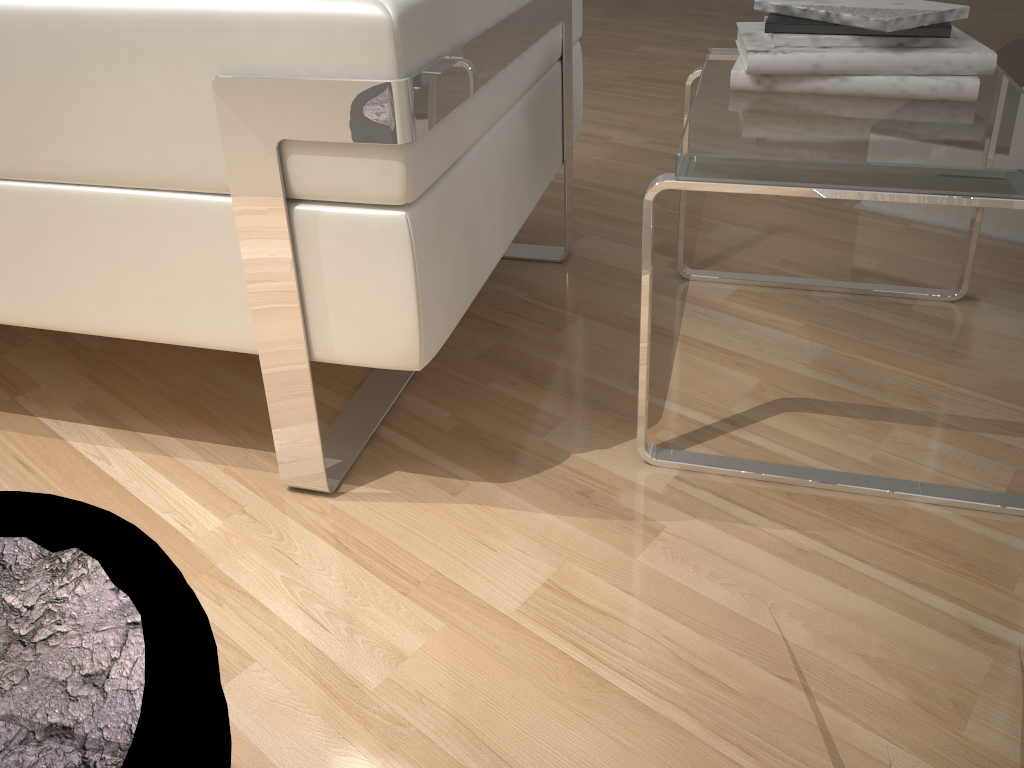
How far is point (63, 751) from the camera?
0.4 meters

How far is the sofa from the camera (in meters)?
0.80

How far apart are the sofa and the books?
0.3m

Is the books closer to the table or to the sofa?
the table

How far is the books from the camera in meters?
1.1 m

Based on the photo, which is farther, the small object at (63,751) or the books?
the books

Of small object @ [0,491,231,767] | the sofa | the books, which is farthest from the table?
small object @ [0,491,231,767]

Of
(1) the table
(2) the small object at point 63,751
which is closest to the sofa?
(1) the table

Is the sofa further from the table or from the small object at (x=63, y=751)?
the small object at (x=63, y=751)

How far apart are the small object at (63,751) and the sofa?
0.4m
